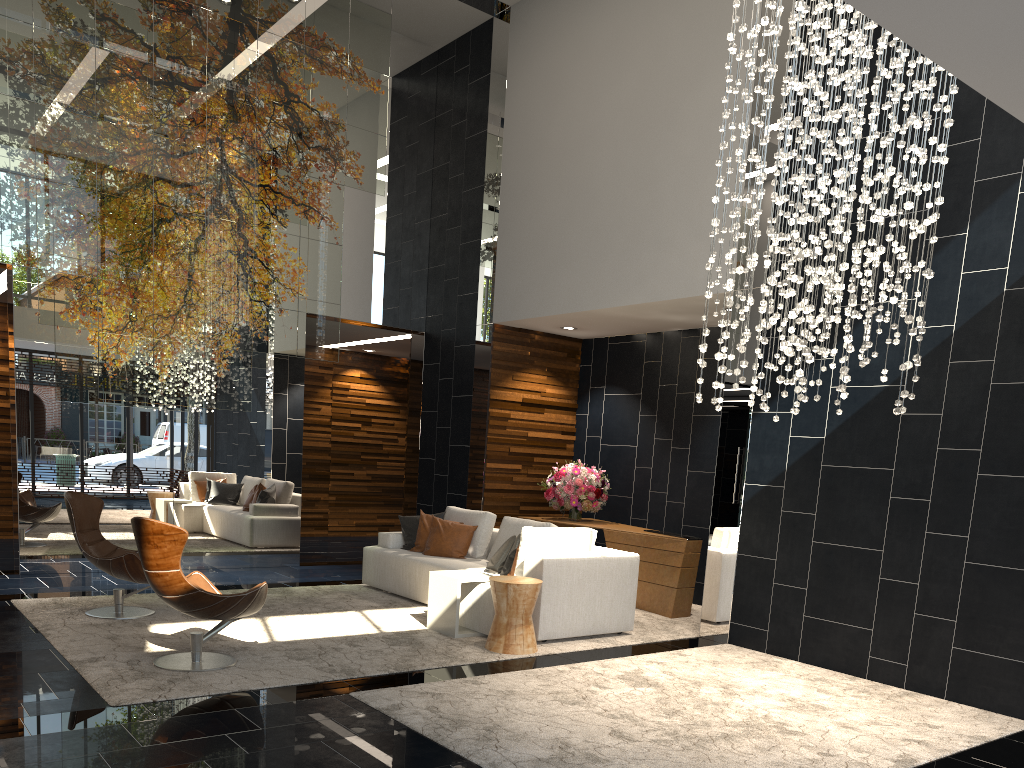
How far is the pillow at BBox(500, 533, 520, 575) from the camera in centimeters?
689cm

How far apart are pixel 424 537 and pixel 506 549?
1.4 meters

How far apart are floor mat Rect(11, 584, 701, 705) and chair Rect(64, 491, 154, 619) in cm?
6

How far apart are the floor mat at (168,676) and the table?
0.06m

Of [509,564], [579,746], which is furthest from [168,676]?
[509,564]

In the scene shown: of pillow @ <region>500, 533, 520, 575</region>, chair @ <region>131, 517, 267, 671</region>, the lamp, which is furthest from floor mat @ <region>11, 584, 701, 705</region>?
the lamp

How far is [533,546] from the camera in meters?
6.5

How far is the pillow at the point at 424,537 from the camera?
8.2m

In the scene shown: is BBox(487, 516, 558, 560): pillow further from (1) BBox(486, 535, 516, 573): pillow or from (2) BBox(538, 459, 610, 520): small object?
(2) BBox(538, 459, 610, 520): small object

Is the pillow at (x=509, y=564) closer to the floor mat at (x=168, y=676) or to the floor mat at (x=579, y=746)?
the floor mat at (x=168, y=676)
